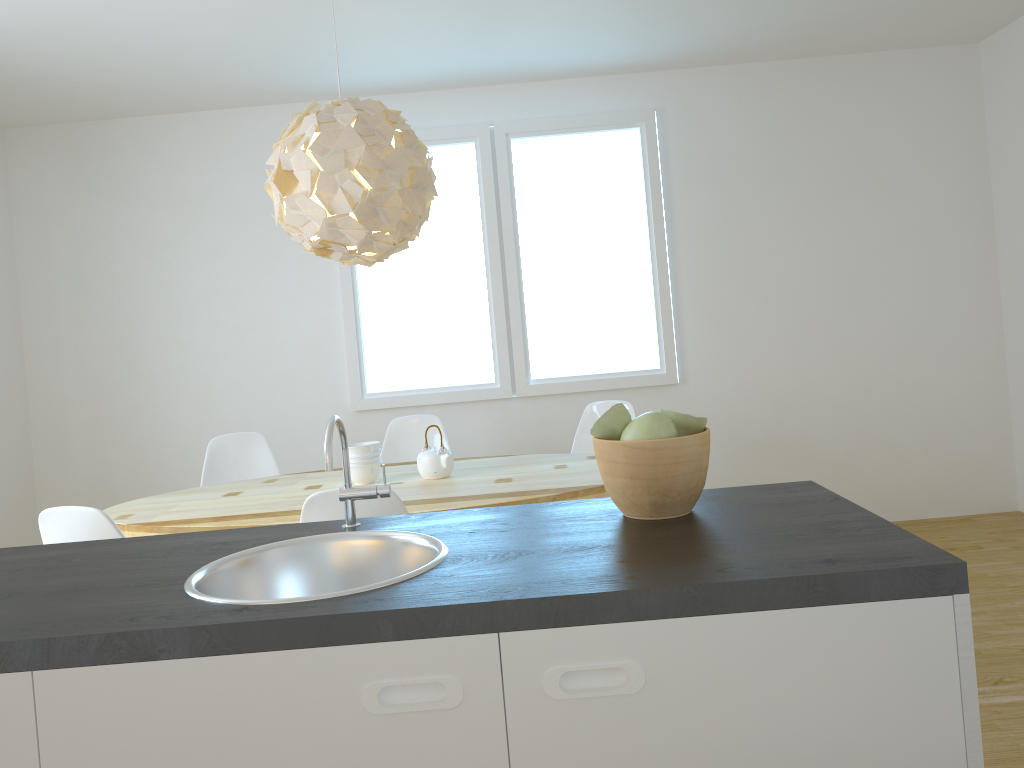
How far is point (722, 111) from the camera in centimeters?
503cm

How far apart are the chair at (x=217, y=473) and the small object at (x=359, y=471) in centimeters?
98cm

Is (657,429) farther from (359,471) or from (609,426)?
(359,471)

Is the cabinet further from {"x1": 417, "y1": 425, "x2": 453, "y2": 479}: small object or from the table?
{"x1": 417, "y1": 425, "x2": 453, "y2": 479}: small object

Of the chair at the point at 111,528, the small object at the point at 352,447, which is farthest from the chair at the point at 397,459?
the chair at the point at 111,528

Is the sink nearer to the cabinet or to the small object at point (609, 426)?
the small object at point (609, 426)

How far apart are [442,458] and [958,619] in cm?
250

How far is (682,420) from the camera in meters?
1.5 m

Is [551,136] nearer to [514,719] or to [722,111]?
[722,111]

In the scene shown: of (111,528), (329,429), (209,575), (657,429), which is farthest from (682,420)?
(111,528)
